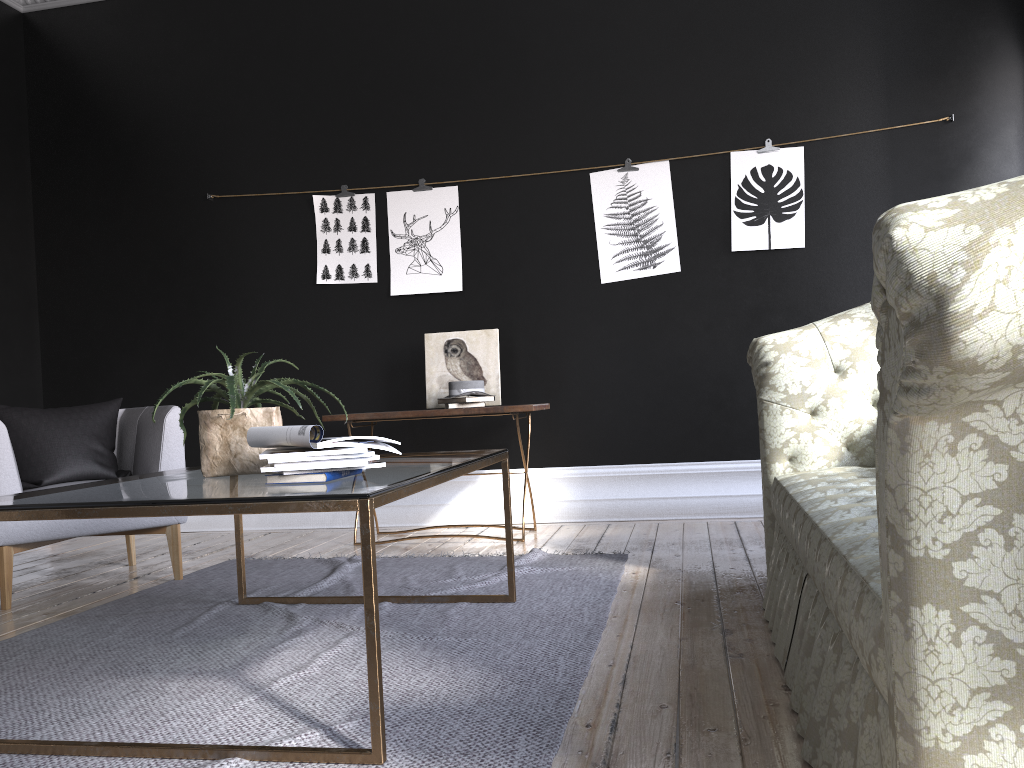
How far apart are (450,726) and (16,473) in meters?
2.5

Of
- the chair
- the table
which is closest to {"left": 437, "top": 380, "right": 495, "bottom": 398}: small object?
the chair

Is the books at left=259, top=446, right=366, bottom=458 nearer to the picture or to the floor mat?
the floor mat

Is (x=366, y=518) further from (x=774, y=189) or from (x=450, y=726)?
(x=774, y=189)

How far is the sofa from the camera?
0.91m

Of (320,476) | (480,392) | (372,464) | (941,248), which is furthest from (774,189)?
(941,248)

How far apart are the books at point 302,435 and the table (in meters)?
0.07

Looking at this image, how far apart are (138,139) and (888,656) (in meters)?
5.88

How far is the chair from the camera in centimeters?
363cm

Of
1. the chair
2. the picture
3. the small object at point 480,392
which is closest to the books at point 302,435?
the chair
